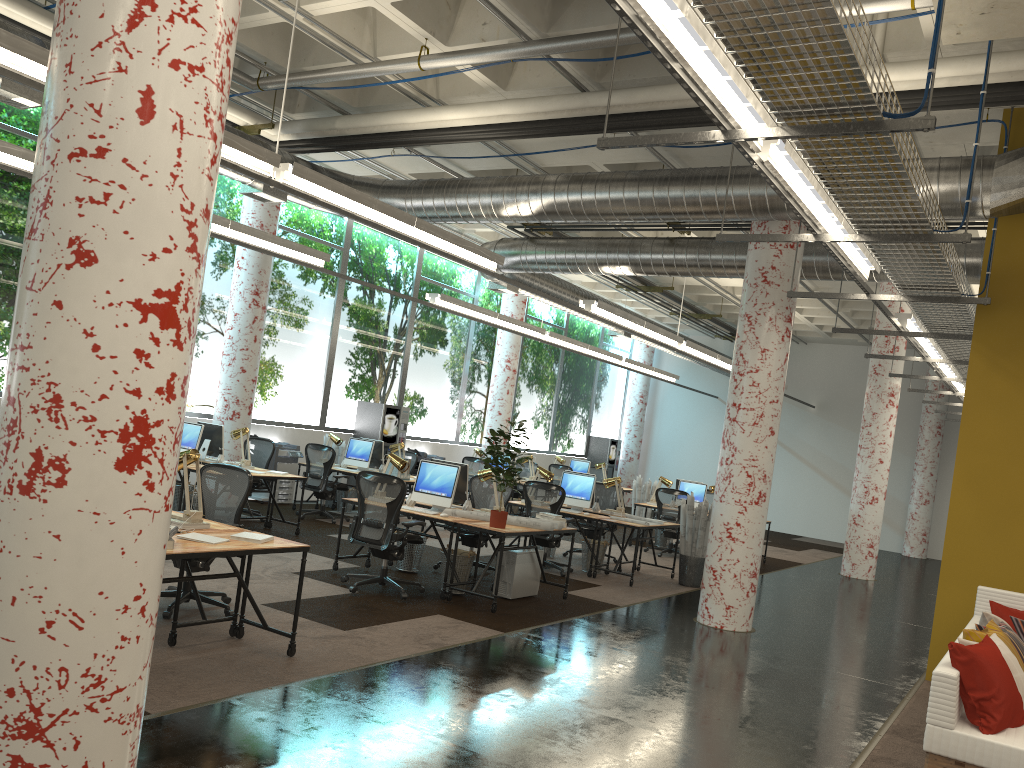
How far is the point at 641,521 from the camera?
10.7m

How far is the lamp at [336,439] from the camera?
13.4m

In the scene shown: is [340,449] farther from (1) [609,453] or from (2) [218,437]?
(1) [609,453]

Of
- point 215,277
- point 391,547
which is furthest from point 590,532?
point 215,277

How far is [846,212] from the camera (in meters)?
5.69

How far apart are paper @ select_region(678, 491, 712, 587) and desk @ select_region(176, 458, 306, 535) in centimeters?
503cm

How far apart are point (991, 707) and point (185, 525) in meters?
4.7 m

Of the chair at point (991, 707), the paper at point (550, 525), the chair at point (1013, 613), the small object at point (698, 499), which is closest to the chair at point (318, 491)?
the paper at point (550, 525)

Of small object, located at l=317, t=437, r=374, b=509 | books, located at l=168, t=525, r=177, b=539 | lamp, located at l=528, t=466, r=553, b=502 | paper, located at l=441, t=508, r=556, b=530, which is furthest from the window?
books, located at l=168, t=525, r=177, b=539

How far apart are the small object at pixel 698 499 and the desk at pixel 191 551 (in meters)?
9.93
